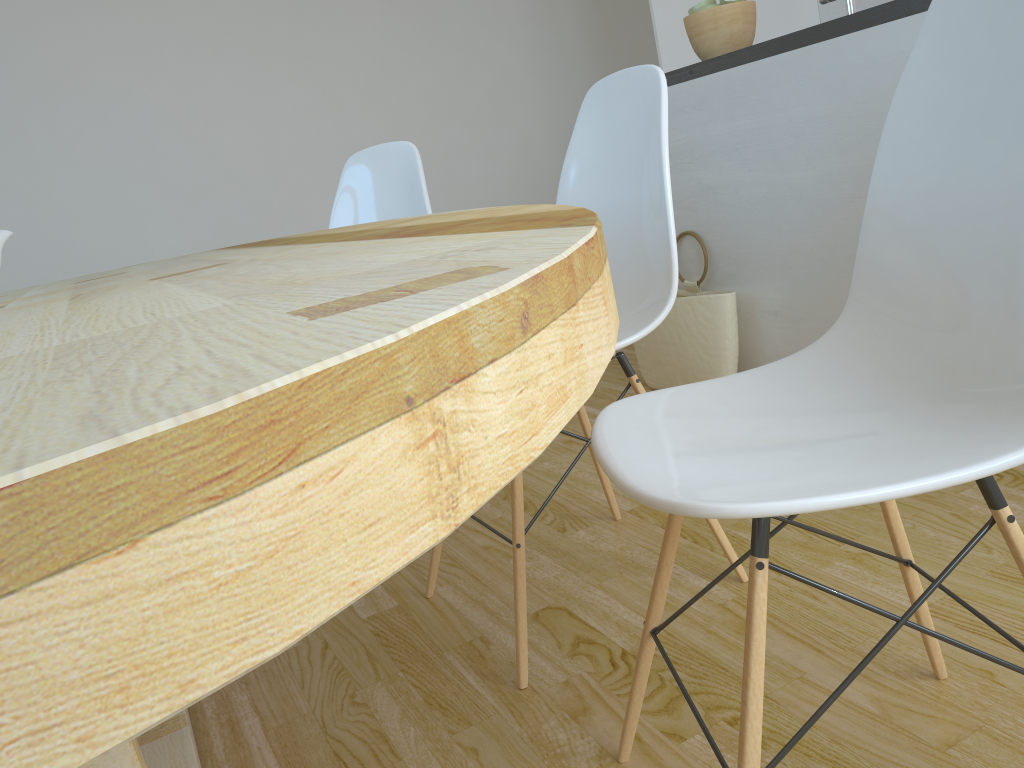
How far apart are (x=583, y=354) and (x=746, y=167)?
2.1 meters

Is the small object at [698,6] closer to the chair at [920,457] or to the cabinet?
the cabinet

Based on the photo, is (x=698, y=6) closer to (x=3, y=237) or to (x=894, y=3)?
(x=894, y=3)

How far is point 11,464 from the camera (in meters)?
0.19

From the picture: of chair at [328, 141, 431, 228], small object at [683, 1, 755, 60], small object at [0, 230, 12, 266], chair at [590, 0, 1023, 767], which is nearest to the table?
small object at [0, 230, 12, 266]

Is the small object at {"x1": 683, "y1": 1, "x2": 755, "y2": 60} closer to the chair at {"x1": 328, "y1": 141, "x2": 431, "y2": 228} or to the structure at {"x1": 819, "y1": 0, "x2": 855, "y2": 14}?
the structure at {"x1": 819, "y1": 0, "x2": 855, "y2": 14}

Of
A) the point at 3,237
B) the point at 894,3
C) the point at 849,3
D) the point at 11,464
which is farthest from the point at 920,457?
the point at 849,3

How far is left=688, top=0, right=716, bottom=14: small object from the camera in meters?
2.5

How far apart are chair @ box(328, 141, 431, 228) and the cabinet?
0.8m

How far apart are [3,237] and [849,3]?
1.8m
